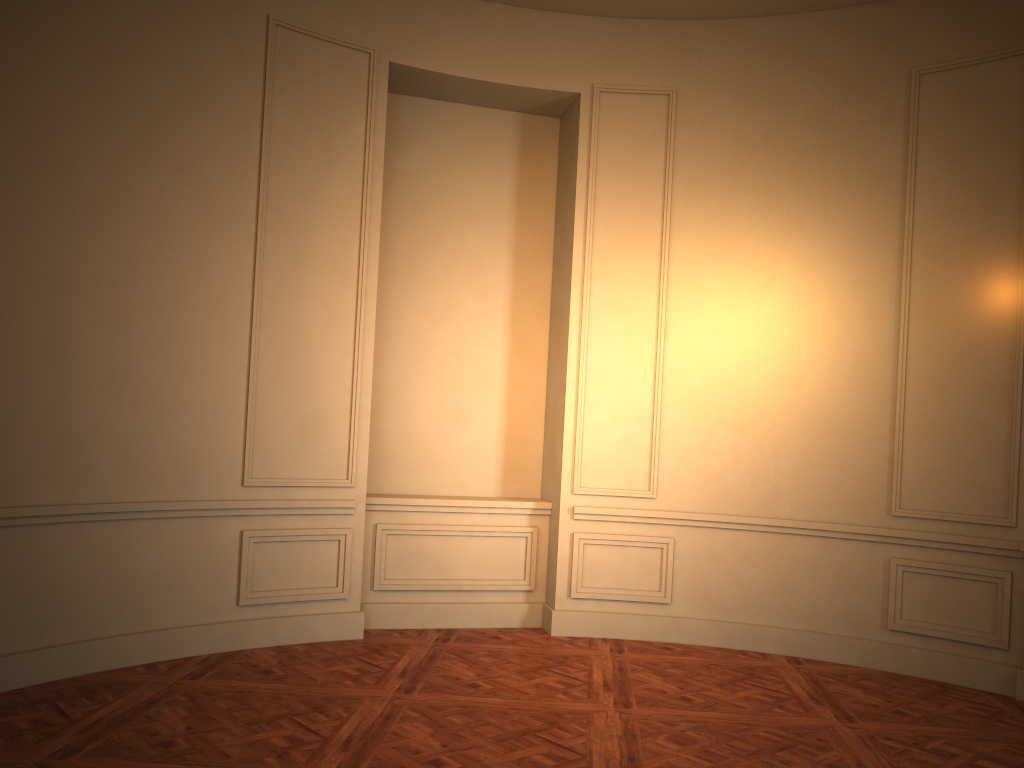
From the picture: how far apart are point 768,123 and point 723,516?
2.7m
